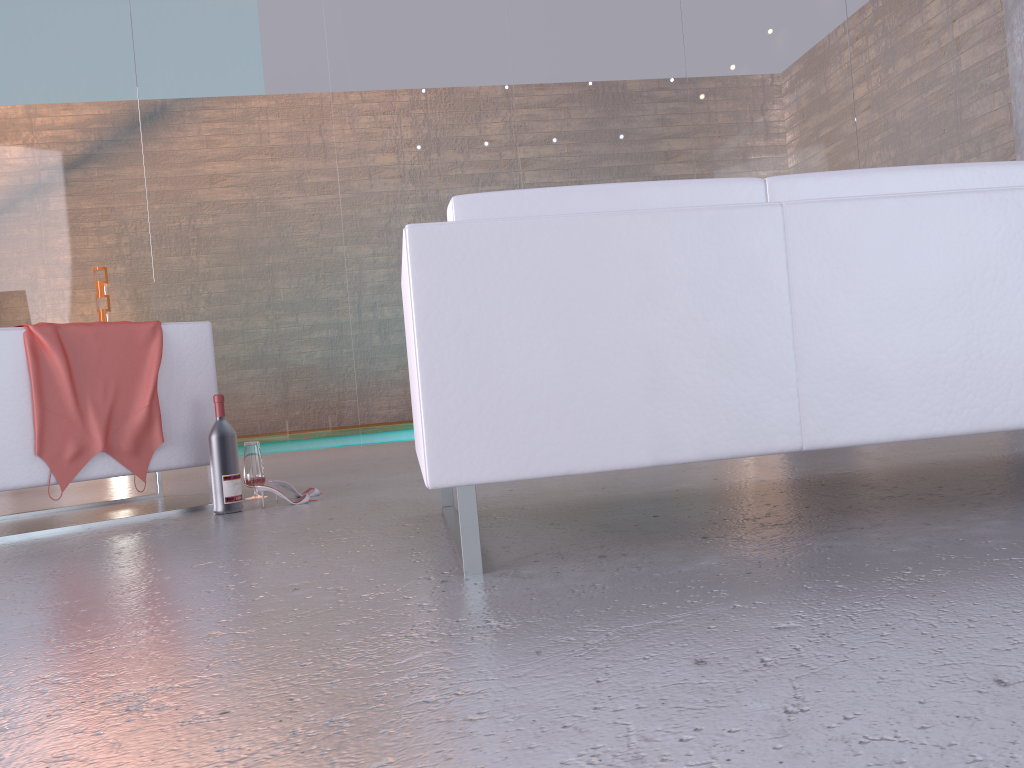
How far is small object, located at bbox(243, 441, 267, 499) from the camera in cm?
362

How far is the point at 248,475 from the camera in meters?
3.6

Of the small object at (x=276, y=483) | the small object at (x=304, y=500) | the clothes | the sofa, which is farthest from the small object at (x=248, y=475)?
the sofa

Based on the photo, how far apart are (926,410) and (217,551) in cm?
182

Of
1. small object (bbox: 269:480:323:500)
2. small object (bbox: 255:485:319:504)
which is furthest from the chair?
small object (bbox: 255:485:319:504)

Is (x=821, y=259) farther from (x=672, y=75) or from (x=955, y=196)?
(x=672, y=75)

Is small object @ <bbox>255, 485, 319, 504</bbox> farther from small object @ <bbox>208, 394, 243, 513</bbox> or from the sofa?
the sofa

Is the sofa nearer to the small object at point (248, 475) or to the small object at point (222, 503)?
the small object at point (222, 503)

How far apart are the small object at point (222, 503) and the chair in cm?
16

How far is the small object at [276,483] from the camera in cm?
344
